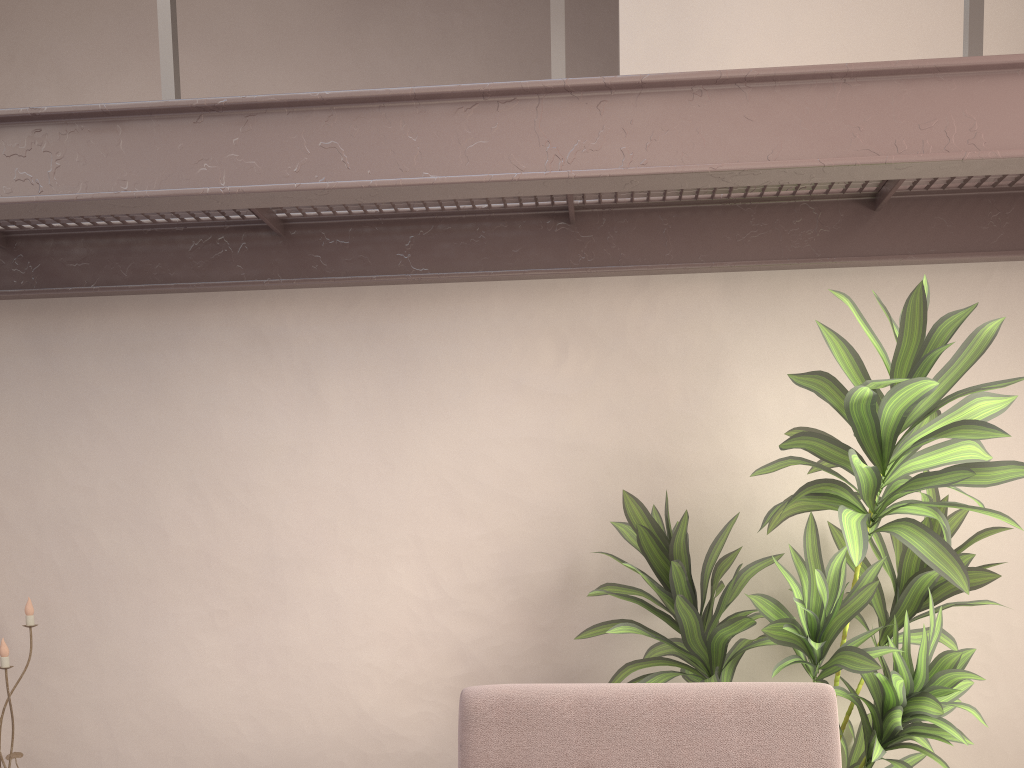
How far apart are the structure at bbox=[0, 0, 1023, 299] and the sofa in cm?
113

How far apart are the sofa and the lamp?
1.6 meters

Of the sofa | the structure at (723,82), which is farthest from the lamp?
the sofa

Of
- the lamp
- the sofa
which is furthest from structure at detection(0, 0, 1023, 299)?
the sofa

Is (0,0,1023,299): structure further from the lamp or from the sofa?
the sofa

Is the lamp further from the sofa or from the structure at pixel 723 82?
the sofa

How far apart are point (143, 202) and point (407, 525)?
1.1m

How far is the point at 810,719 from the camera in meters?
1.8 m

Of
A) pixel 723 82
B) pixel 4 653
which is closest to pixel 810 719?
pixel 723 82

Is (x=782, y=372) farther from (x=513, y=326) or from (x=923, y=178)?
(x=513, y=326)
